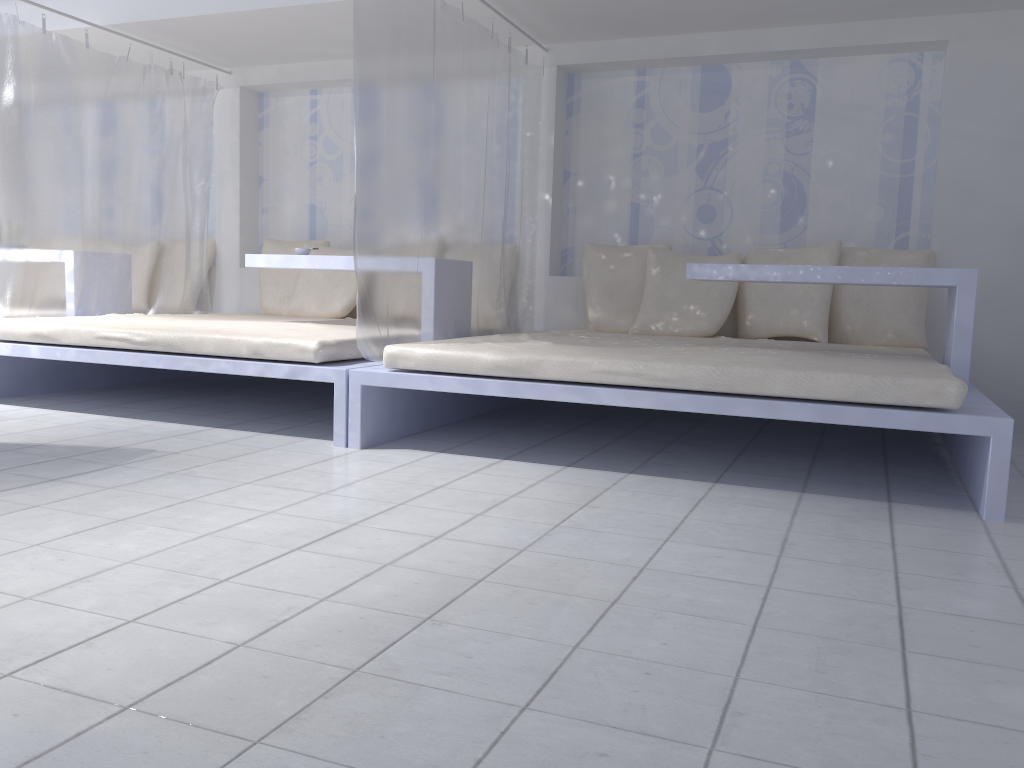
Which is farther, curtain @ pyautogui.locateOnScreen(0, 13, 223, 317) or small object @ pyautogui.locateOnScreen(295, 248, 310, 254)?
small object @ pyautogui.locateOnScreen(295, 248, 310, 254)

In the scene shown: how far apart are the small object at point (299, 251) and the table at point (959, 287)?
2.0m

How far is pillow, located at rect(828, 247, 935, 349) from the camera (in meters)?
4.30

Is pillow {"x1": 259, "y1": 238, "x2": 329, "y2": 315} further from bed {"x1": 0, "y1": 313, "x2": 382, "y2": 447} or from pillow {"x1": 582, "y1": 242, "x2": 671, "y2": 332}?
pillow {"x1": 582, "y1": 242, "x2": 671, "y2": 332}

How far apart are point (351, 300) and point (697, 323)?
2.09m

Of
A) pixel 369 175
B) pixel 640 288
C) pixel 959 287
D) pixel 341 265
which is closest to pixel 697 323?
pixel 640 288

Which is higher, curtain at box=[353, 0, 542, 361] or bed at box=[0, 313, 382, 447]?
curtain at box=[353, 0, 542, 361]

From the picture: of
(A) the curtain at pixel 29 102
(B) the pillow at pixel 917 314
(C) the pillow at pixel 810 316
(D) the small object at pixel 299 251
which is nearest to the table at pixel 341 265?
(D) the small object at pixel 299 251

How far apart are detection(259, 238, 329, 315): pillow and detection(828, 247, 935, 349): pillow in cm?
310

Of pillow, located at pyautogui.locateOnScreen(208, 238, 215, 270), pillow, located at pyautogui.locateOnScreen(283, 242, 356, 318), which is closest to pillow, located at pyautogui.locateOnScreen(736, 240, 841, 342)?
pillow, located at pyautogui.locateOnScreen(283, 242, 356, 318)
